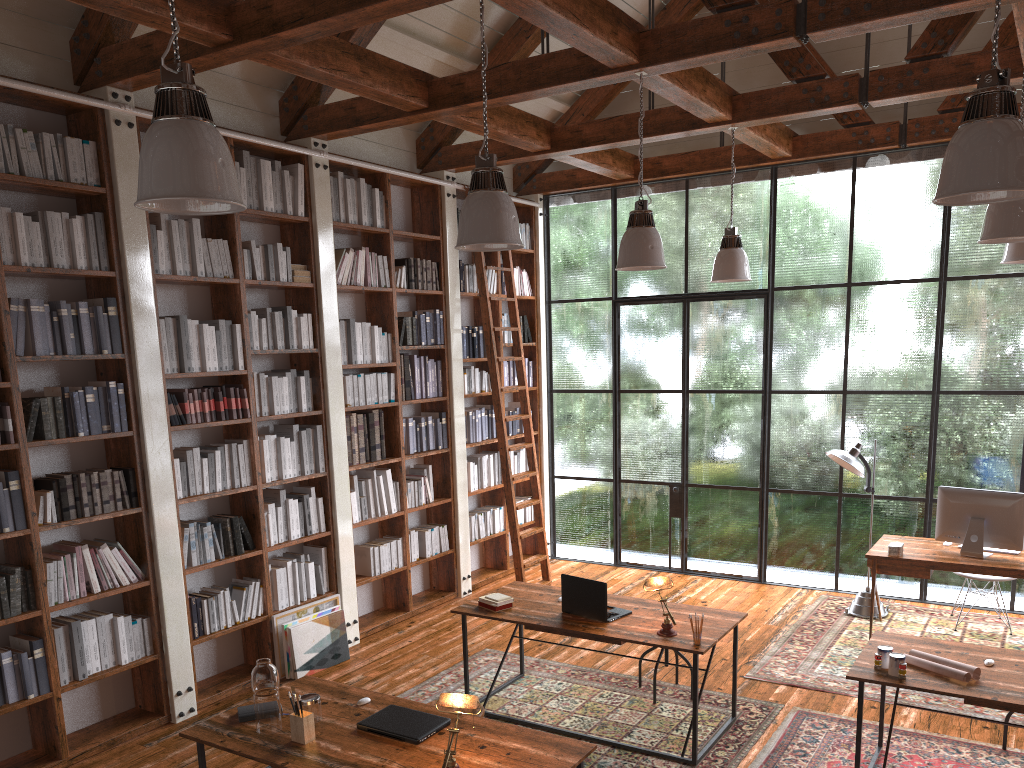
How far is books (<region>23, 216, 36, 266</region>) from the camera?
4.5 meters

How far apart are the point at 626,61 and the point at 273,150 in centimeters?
255cm

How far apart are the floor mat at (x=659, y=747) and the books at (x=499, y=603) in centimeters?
62cm

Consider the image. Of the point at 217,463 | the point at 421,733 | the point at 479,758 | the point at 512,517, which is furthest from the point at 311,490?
the point at 479,758

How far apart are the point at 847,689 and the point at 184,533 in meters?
4.1 m

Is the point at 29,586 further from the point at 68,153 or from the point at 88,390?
the point at 68,153

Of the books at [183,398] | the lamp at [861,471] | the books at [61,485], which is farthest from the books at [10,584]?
the lamp at [861,471]

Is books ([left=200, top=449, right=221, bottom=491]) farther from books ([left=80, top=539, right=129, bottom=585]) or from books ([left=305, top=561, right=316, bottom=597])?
books ([left=305, top=561, right=316, bottom=597])

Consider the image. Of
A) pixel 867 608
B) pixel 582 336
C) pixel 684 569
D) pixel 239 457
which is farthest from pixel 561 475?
pixel 239 457

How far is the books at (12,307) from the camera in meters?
4.5
